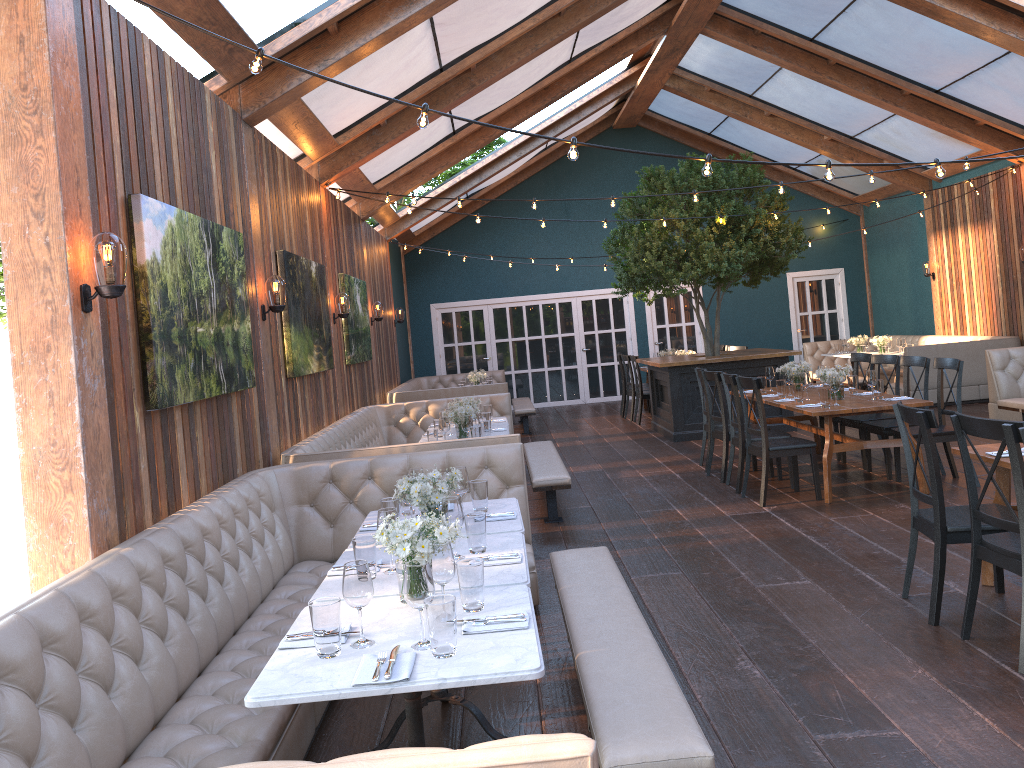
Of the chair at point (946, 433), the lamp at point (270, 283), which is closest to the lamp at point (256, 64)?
the lamp at point (270, 283)

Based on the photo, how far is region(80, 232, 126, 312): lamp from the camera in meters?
3.5 m

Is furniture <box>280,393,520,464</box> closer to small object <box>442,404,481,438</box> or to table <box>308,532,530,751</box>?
small object <box>442,404,481,438</box>

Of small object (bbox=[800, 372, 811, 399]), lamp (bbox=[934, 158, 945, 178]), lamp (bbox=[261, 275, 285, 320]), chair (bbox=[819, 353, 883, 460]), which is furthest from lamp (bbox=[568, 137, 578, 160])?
chair (bbox=[819, 353, 883, 460])

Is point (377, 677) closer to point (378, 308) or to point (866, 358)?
point (866, 358)

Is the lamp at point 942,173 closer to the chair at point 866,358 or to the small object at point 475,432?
the small object at point 475,432

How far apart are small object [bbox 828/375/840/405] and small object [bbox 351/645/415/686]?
5.5m

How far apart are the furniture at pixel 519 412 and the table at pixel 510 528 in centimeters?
832cm

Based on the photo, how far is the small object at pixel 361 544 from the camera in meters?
3.4

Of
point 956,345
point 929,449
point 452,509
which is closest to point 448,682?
point 452,509
